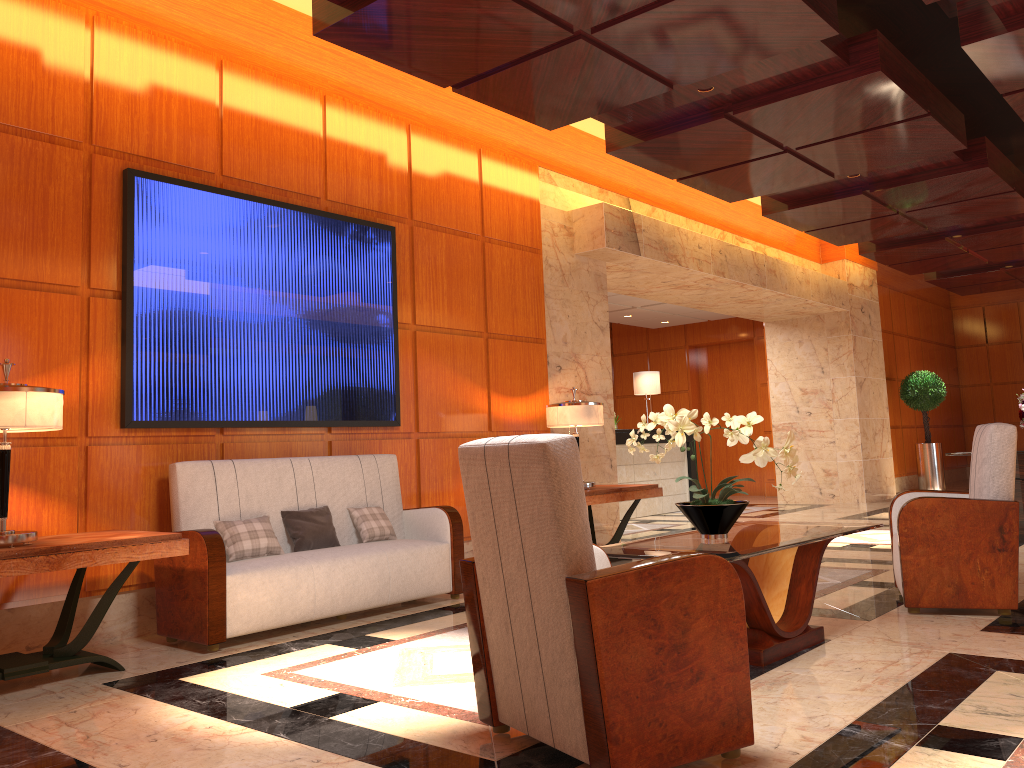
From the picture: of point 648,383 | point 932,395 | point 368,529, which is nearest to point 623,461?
point 648,383

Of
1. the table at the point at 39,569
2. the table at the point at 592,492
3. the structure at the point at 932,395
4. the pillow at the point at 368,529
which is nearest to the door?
the structure at the point at 932,395

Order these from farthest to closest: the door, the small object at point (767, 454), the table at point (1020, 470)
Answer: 1. the door
2. the table at point (1020, 470)
3. the small object at point (767, 454)

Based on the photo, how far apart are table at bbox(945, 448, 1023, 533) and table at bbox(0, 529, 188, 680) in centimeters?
693cm

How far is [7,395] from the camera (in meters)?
3.68

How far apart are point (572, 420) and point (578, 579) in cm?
442

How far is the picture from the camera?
5.0m

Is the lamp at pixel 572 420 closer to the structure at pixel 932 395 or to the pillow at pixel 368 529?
the pillow at pixel 368 529

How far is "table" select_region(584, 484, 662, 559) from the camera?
6.7 meters

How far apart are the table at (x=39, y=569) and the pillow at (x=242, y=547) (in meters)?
0.60
